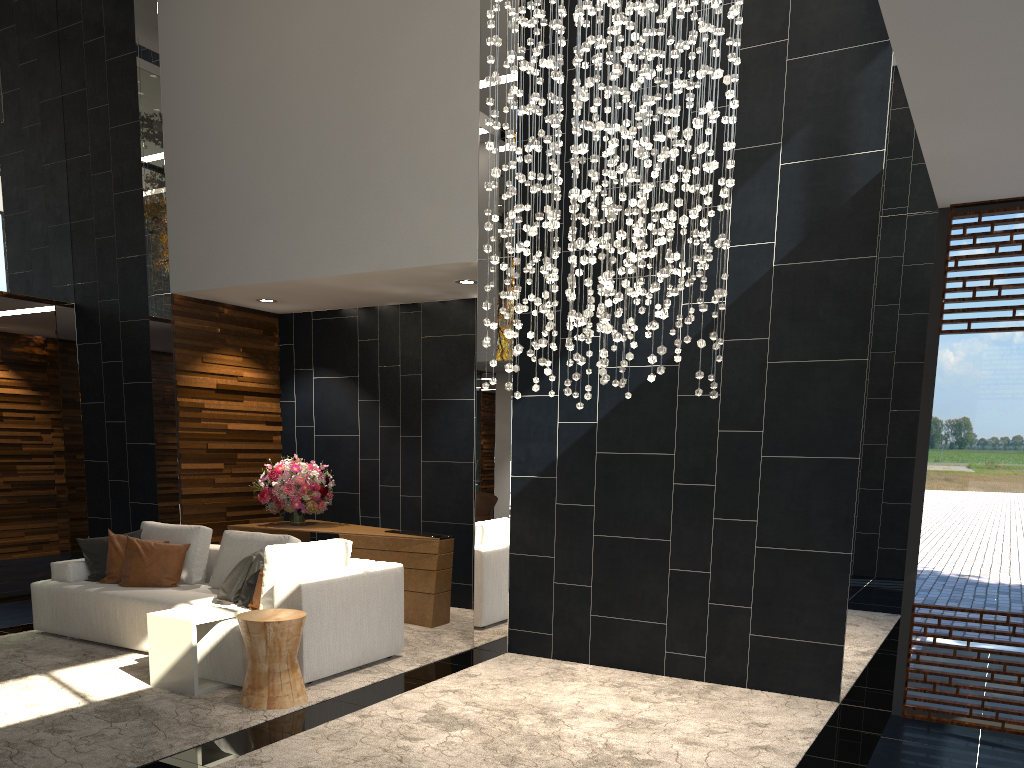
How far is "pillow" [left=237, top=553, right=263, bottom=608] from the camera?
5.6m

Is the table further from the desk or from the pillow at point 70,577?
the desk

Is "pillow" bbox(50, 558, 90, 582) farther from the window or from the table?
the window

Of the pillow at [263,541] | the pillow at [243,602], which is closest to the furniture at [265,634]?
the pillow at [243,602]

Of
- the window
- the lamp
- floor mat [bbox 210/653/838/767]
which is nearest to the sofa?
floor mat [bbox 210/653/838/767]

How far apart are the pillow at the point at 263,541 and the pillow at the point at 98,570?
0.8 meters

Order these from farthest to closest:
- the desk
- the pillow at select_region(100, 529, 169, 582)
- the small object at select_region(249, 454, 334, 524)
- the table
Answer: the small object at select_region(249, 454, 334, 524), the desk, the pillow at select_region(100, 529, 169, 582), the table

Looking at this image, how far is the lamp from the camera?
4.2 meters

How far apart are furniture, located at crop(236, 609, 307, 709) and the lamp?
1.7m

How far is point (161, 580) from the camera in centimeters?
628cm
